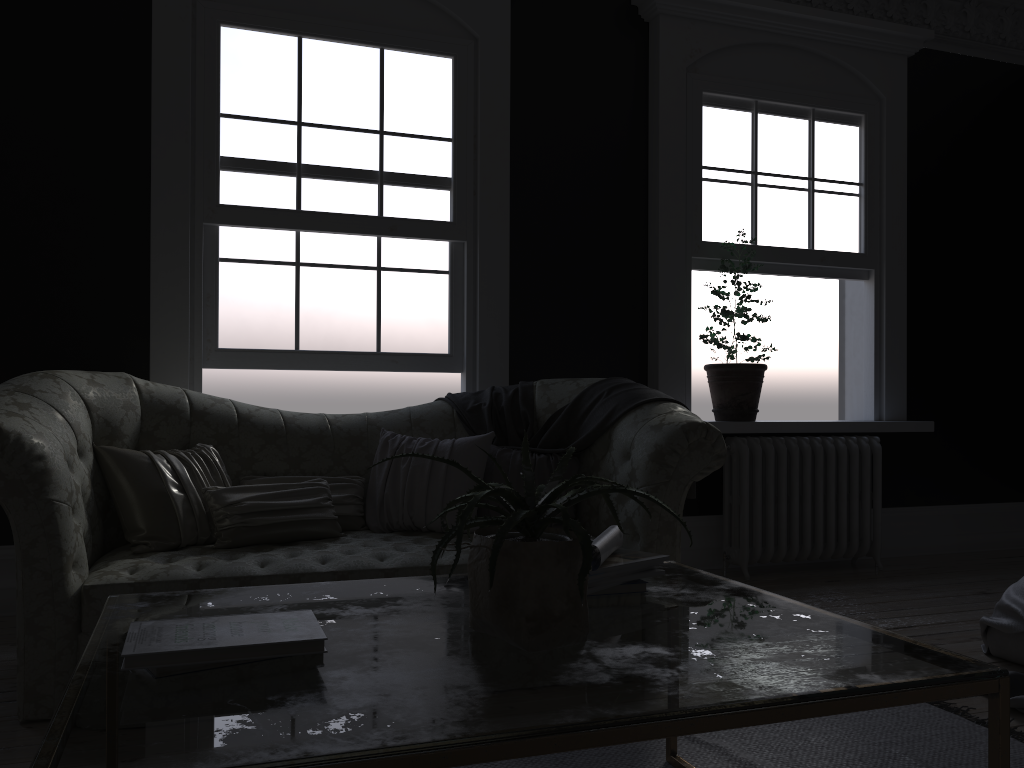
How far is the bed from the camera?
3.0m

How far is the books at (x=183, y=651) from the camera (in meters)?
1.35

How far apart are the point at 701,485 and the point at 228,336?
2.9 meters

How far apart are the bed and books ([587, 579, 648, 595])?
1.6 meters

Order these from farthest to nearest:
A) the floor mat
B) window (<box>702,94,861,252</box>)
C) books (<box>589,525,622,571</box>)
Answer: window (<box>702,94,861,252</box>)
the floor mat
books (<box>589,525,622,571</box>)

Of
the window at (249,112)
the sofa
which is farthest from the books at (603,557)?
the window at (249,112)

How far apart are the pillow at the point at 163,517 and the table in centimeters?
136cm

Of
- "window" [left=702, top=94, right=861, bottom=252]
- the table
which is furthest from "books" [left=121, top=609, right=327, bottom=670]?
"window" [left=702, top=94, right=861, bottom=252]

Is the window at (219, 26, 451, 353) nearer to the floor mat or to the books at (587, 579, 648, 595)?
the floor mat

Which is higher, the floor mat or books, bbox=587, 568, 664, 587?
books, bbox=587, 568, 664, 587
